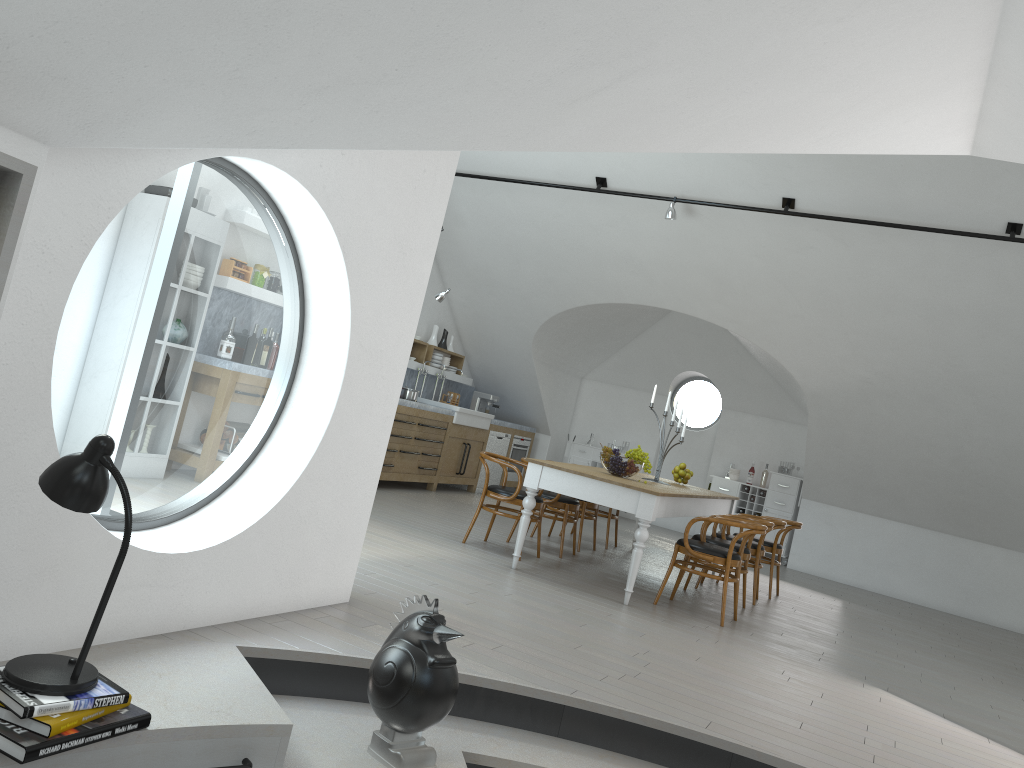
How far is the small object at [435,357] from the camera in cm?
1130

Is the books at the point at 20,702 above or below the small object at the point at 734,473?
below

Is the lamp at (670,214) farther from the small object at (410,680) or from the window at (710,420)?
the small object at (410,680)

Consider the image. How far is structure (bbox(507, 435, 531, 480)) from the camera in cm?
1223

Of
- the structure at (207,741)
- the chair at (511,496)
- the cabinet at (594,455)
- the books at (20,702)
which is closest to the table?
the chair at (511,496)

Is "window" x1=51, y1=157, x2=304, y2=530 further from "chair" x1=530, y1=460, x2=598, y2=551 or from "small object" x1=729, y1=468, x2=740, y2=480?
"small object" x1=729, y1=468, x2=740, y2=480

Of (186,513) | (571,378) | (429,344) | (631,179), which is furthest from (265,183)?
(571,378)

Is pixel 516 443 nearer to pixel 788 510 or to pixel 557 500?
pixel 788 510

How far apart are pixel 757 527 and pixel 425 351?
5.7m

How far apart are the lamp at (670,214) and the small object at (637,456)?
2.7 meters
